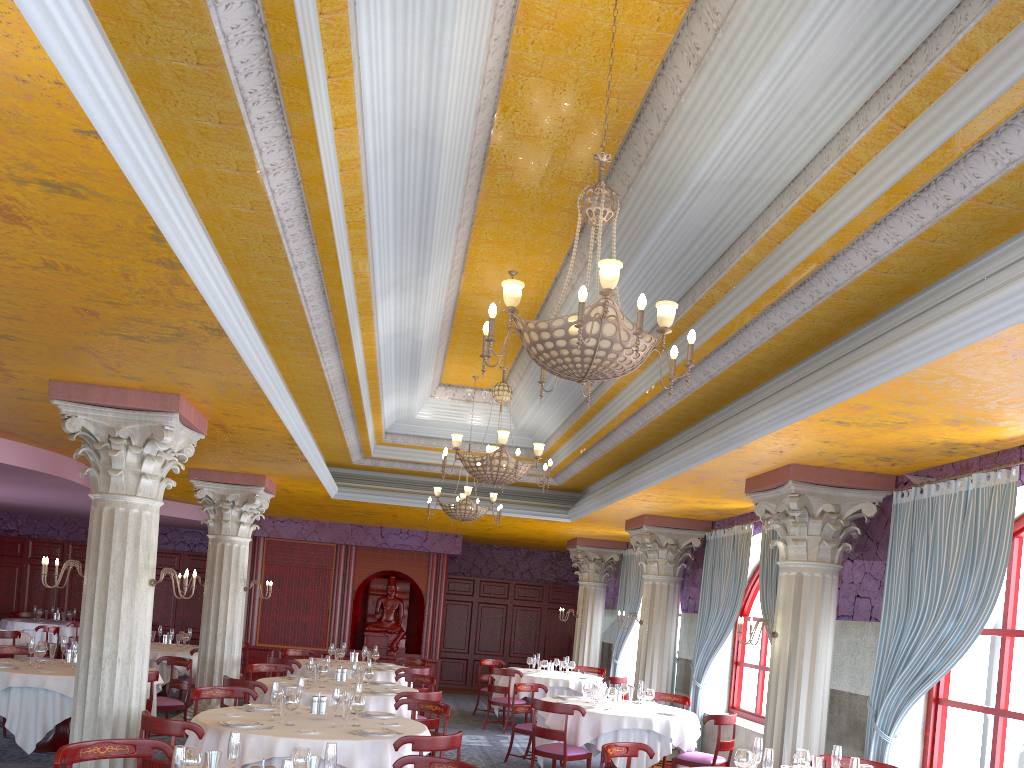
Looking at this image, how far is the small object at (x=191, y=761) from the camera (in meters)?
4.09

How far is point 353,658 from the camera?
13.3 meters

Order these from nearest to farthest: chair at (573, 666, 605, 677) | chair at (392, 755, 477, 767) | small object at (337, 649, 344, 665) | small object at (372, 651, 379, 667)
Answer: chair at (392, 755, 477, 767) → small object at (337, 649, 344, 665) → small object at (372, 651, 379, 667) → chair at (573, 666, 605, 677)

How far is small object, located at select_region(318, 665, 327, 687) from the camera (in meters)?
9.60

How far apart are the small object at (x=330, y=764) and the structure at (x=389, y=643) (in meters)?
14.73

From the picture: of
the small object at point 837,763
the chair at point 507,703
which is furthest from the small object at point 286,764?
the chair at point 507,703

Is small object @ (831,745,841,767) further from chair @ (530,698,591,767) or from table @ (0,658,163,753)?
table @ (0,658,163,753)

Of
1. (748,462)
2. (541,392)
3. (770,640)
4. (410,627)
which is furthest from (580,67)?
(410,627)

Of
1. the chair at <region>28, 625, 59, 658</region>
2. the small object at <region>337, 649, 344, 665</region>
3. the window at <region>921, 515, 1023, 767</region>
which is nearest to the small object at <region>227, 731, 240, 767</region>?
the window at <region>921, 515, 1023, 767</region>

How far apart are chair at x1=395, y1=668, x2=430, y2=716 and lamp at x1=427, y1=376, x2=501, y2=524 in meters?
2.2
